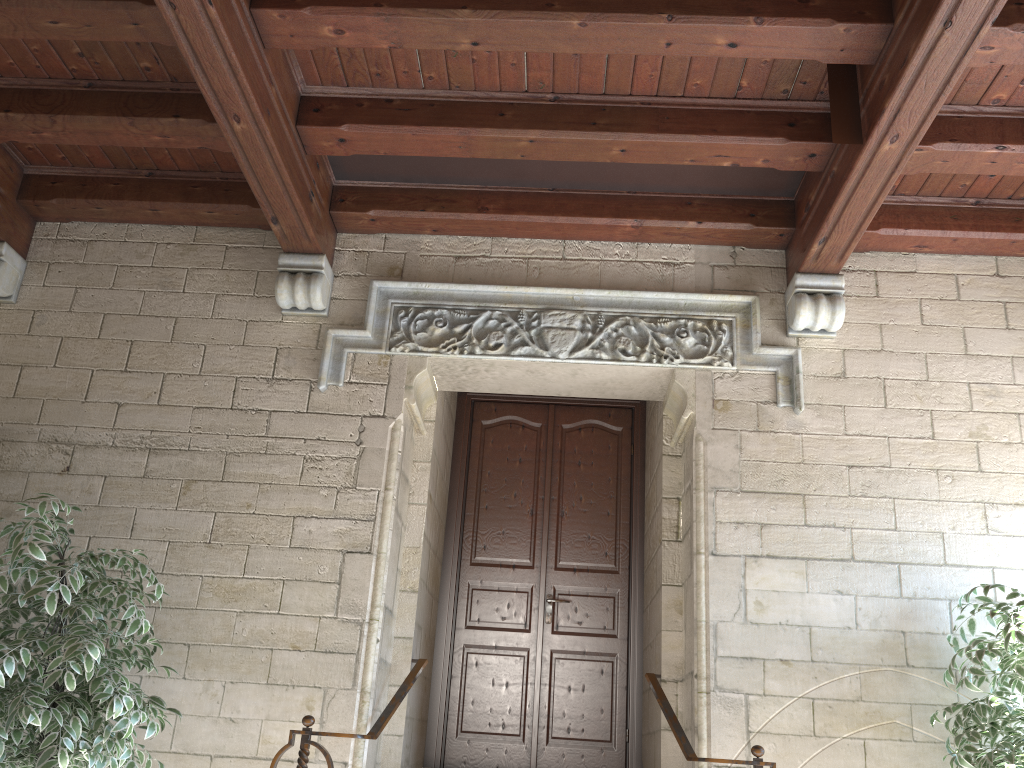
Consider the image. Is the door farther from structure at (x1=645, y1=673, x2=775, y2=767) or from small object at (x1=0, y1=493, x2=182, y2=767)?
small object at (x1=0, y1=493, x2=182, y2=767)

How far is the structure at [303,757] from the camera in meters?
3.0 m

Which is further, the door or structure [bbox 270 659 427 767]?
the door

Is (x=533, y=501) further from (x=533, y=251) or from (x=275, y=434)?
(x=275, y=434)

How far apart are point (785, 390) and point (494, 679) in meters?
2.1 m

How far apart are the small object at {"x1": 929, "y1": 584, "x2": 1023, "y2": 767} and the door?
1.59m

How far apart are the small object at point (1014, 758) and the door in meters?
1.6 m

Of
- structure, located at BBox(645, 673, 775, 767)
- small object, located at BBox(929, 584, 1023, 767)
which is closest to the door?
structure, located at BBox(645, 673, 775, 767)

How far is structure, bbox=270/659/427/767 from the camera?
3.0m

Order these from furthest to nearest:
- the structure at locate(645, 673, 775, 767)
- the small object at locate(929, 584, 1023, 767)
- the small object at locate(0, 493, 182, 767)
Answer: the structure at locate(645, 673, 775, 767), the small object at locate(929, 584, 1023, 767), the small object at locate(0, 493, 182, 767)
